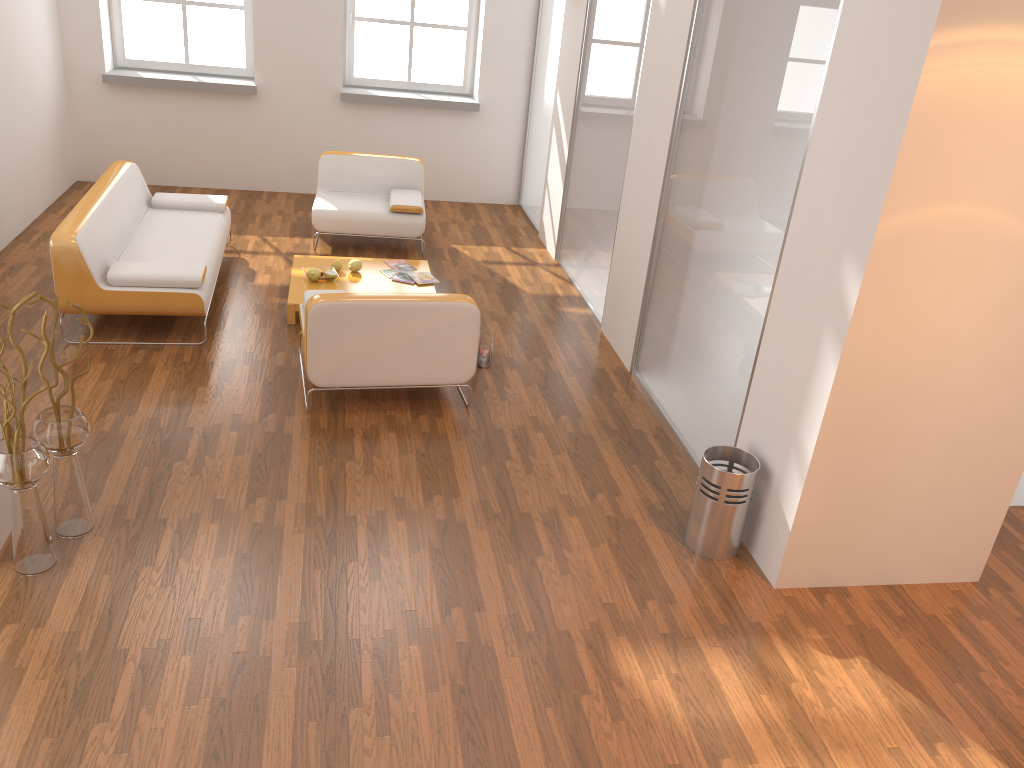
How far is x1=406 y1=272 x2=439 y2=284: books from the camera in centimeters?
638cm

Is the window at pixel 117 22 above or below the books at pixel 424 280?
above

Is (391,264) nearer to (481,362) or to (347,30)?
(481,362)

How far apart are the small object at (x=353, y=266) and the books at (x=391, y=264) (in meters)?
0.32

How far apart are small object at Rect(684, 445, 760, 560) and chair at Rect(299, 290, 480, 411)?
1.5 meters

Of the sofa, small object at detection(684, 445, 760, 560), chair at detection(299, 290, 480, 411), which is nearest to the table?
the sofa

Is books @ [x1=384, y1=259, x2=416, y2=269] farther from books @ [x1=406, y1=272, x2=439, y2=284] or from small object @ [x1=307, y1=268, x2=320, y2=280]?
small object @ [x1=307, y1=268, x2=320, y2=280]

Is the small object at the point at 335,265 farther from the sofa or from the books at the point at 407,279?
the sofa

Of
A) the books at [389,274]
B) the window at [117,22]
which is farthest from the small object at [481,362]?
the window at [117,22]

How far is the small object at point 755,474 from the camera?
3.79m
